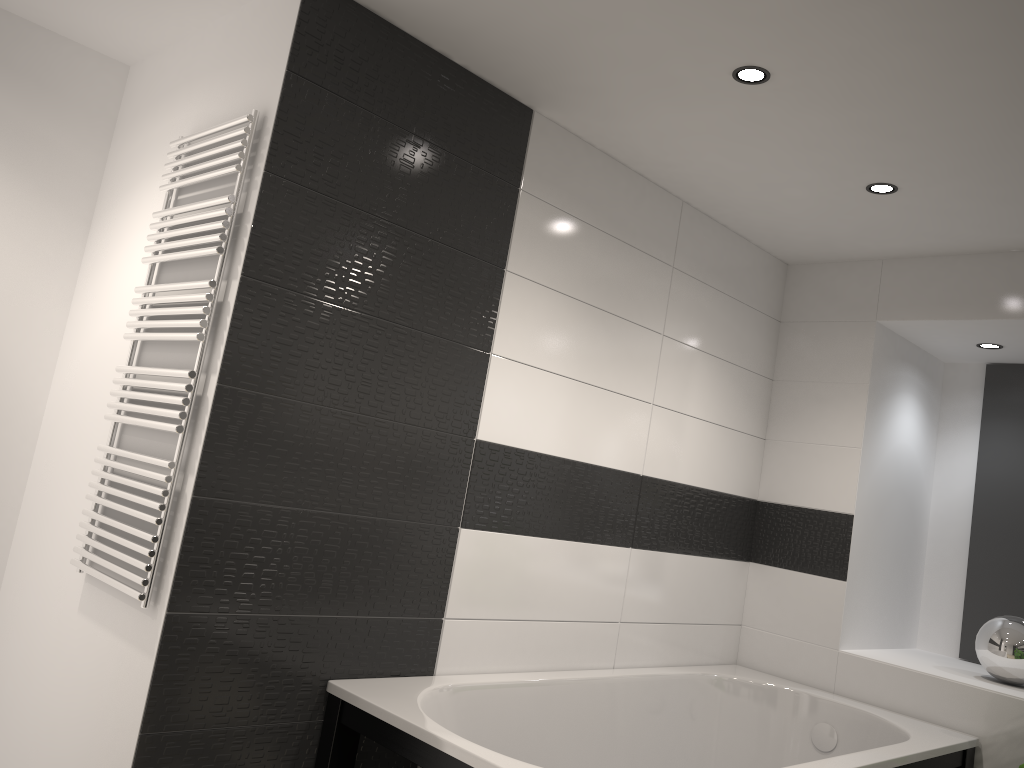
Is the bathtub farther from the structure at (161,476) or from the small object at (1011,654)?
the structure at (161,476)

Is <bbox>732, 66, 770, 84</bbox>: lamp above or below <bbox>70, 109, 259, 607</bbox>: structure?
above

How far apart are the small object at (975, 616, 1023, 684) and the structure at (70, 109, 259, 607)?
3.1 meters

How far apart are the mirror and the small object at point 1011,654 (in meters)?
0.54

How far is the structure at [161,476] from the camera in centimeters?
219cm

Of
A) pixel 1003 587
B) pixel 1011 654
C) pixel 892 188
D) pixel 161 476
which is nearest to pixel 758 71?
pixel 892 188

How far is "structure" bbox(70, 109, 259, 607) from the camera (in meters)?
2.19

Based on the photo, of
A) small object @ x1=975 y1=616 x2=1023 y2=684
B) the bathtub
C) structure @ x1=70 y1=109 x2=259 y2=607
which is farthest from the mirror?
structure @ x1=70 y1=109 x2=259 y2=607

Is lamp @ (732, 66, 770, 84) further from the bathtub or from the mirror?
the mirror

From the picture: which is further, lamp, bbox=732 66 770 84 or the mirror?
the mirror
